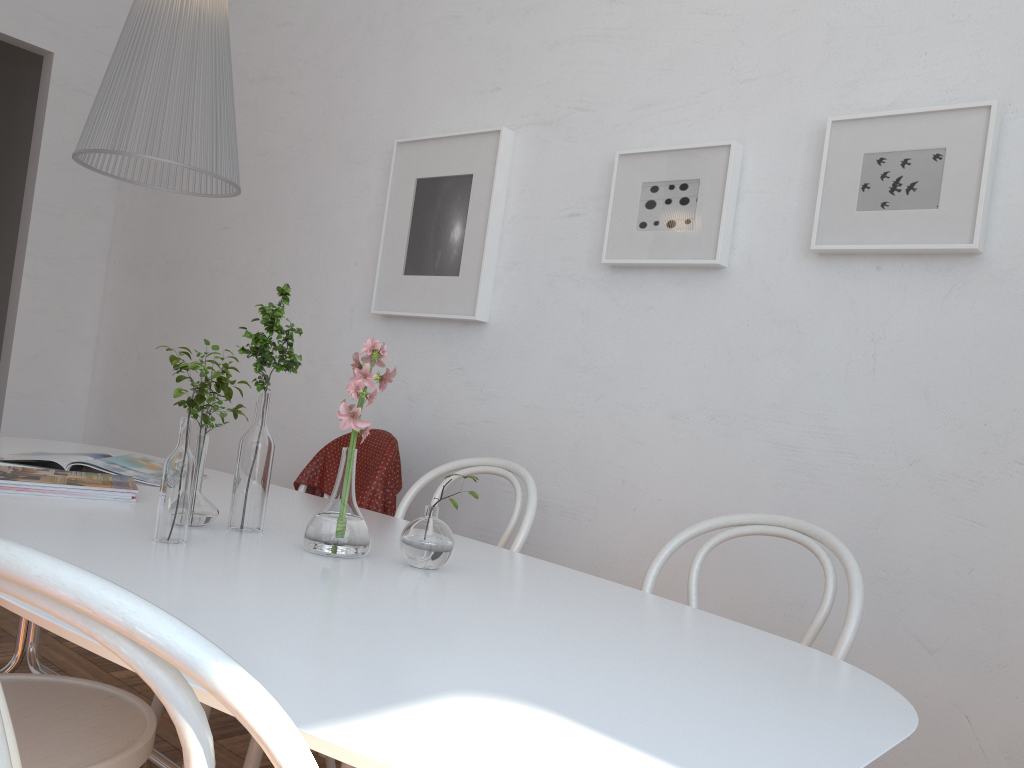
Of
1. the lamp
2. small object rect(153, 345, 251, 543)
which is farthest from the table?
the lamp

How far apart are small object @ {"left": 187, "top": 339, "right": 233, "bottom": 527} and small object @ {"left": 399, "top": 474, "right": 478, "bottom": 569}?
0.3 meters

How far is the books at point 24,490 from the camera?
1.54m

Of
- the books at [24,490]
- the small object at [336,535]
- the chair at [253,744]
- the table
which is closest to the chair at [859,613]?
the table

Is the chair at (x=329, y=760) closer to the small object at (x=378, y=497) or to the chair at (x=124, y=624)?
the small object at (x=378, y=497)

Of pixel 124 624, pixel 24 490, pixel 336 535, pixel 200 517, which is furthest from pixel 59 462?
pixel 124 624

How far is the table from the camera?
0.7m

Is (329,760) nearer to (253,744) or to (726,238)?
(253,744)

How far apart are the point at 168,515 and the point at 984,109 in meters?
1.6

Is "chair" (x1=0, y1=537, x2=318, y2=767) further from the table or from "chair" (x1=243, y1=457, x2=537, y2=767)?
"chair" (x1=243, y1=457, x2=537, y2=767)
